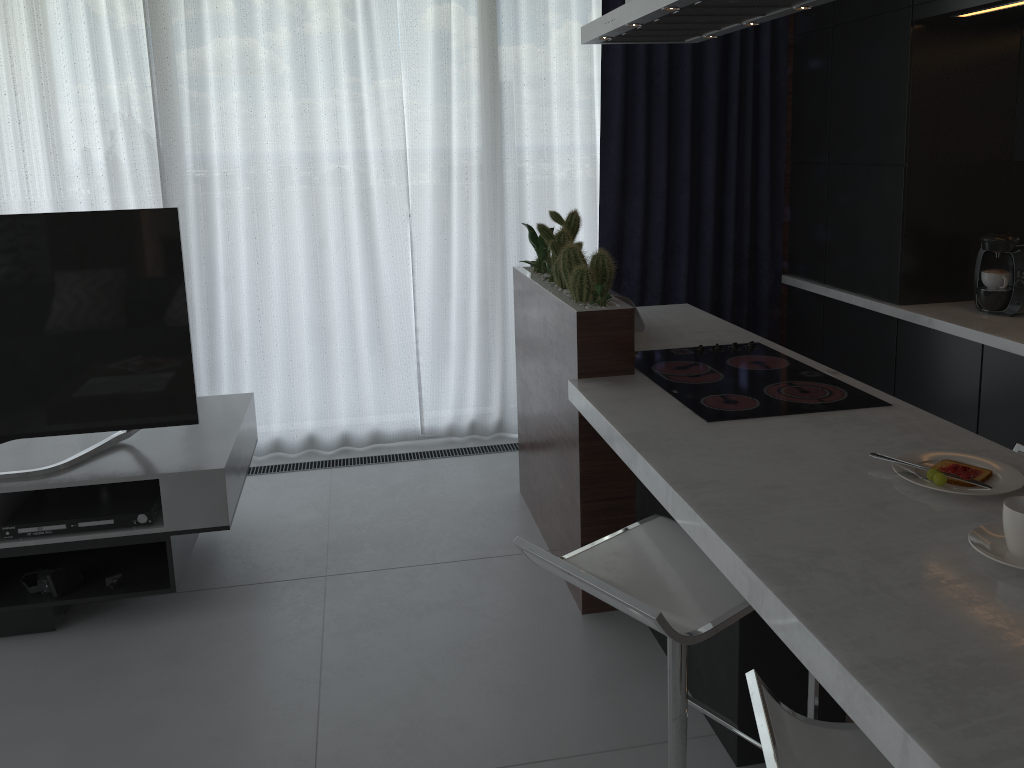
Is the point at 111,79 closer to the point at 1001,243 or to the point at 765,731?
the point at 1001,243

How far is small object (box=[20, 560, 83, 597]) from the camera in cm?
274

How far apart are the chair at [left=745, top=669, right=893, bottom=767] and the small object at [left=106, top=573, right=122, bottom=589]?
2.2 meters

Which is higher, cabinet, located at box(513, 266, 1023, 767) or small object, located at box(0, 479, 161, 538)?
cabinet, located at box(513, 266, 1023, 767)

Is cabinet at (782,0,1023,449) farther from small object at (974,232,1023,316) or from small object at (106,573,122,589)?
small object at (106,573,122,589)

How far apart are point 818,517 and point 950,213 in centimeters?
239cm

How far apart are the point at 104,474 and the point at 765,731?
→ 2.23m

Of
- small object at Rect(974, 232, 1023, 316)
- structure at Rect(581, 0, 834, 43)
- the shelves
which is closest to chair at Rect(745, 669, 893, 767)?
structure at Rect(581, 0, 834, 43)

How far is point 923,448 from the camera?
2.0 meters

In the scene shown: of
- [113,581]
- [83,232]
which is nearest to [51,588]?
[113,581]
